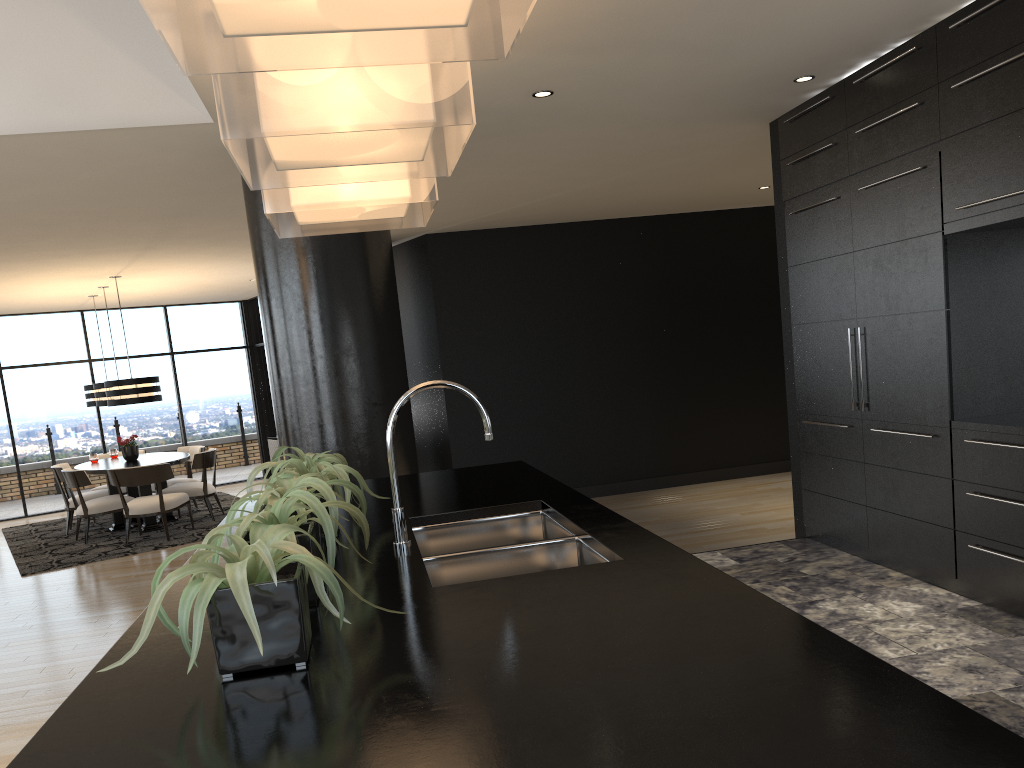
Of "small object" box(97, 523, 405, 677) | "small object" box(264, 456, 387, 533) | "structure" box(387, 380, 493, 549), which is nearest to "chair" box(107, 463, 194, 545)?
"small object" box(264, 456, 387, 533)

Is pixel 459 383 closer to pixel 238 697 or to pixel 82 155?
pixel 82 155

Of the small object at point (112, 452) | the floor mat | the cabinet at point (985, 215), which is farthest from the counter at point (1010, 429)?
the small object at point (112, 452)

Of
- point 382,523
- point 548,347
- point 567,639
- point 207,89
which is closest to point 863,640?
point 382,523

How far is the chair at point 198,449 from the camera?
10.7m

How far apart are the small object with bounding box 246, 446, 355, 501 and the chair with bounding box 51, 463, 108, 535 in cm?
793

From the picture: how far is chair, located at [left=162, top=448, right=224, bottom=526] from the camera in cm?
972

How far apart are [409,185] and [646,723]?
2.1m

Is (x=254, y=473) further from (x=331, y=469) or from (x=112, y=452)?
(x=112, y=452)

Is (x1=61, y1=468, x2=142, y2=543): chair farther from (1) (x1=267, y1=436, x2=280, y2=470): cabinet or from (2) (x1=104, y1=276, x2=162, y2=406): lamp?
(1) (x1=267, y1=436, x2=280, y2=470): cabinet
